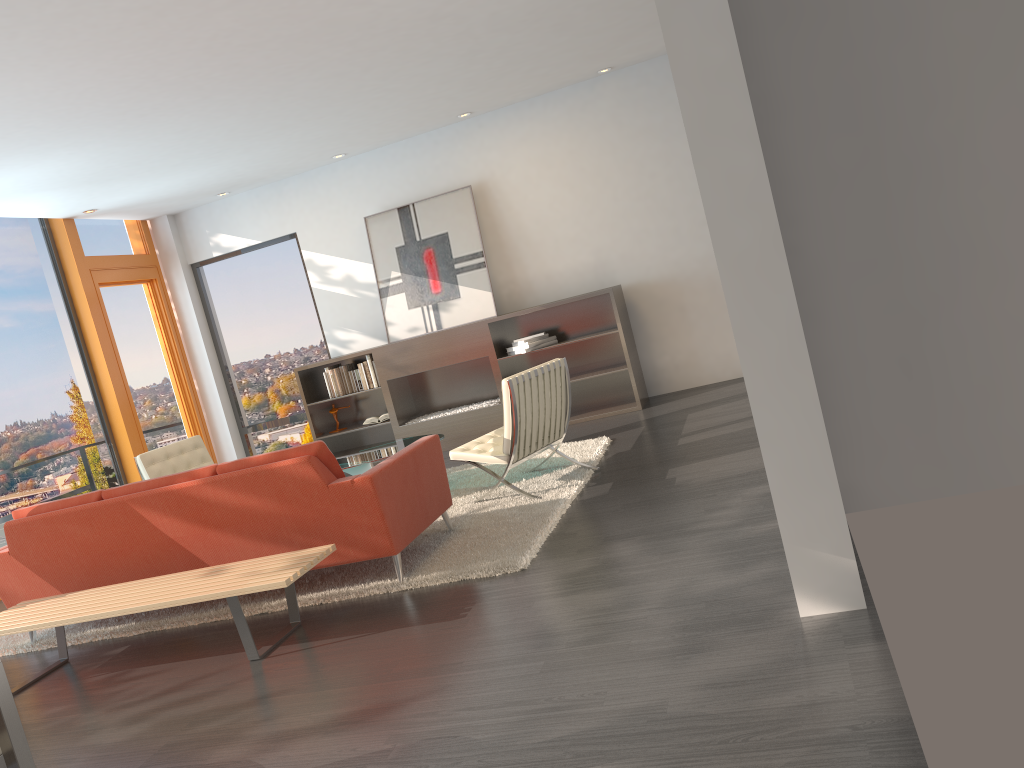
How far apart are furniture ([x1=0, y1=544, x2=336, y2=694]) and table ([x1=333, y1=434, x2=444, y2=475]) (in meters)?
1.69

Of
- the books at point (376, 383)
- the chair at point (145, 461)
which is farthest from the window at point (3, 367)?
the books at point (376, 383)

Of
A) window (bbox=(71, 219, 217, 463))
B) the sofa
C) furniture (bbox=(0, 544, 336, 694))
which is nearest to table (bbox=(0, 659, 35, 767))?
furniture (bbox=(0, 544, 336, 694))

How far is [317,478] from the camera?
4.5 meters

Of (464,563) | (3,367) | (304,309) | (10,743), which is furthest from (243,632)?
(304,309)

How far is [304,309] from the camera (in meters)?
9.79

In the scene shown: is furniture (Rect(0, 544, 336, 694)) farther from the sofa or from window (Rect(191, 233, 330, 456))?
window (Rect(191, 233, 330, 456))

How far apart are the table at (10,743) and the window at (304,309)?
7.4 meters

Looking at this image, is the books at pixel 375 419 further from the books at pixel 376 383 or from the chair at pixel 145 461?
the chair at pixel 145 461

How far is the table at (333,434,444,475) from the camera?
6.2m
